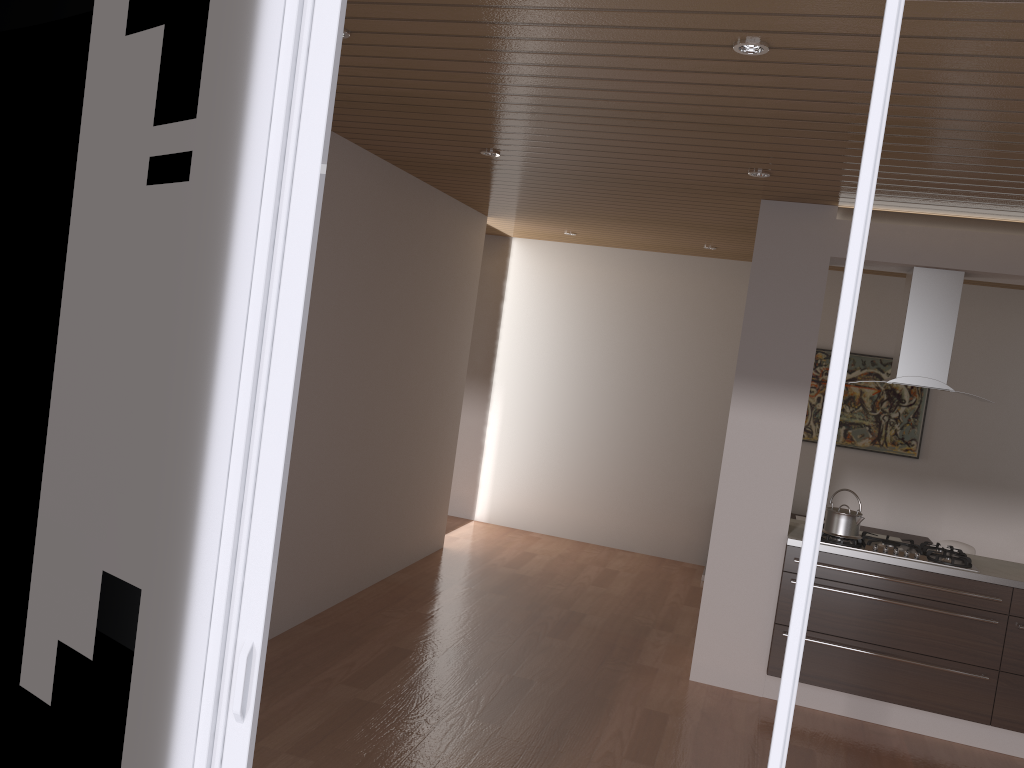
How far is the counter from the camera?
4.5 meters

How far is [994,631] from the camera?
4.47m

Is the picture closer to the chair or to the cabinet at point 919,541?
the cabinet at point 919,541

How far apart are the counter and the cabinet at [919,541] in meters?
2.2

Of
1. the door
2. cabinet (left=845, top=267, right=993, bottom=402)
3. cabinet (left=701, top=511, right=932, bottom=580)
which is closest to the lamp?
the door

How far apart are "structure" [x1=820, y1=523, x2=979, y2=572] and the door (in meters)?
3.41

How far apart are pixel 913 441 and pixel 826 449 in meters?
6.4

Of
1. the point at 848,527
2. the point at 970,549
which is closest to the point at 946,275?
the point at 848,527

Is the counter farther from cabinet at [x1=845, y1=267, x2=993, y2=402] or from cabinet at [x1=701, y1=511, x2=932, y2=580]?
cabinet at [x1=701, y1=511, x2=932, y2=580]

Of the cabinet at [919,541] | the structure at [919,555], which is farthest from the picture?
the structure at [919,555]
